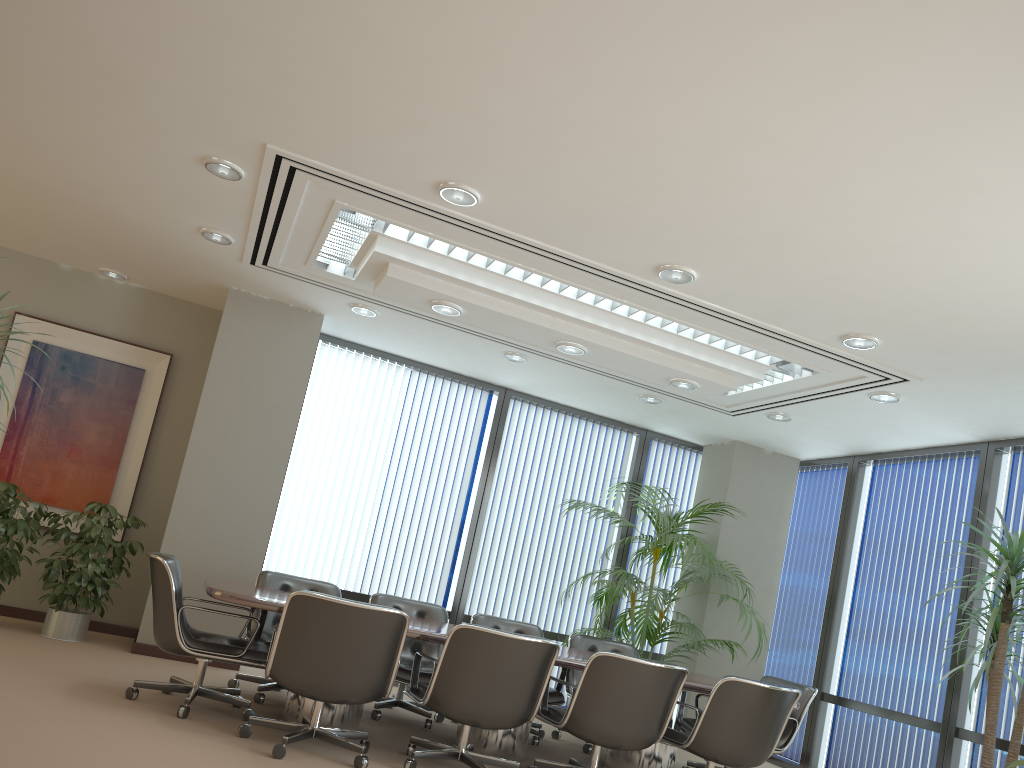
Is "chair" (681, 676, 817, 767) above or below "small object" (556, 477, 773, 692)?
below

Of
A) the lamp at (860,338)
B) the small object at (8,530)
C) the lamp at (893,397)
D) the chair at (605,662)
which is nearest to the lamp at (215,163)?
the small object at (8,530)

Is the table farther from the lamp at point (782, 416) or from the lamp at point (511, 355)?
the lamp at point (511, 355)

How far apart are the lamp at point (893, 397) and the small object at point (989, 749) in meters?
1.2

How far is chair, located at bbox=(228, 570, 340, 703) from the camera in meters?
5.9

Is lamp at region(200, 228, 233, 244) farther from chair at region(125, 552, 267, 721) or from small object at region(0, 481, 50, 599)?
small object at region(0, 481, 50, 599)

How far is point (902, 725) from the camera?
7.2m

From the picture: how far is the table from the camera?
4.8 meters

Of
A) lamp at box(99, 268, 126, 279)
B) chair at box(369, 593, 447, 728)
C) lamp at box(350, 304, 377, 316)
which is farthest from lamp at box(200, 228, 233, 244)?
chair at box(369, 593, 447, 728)

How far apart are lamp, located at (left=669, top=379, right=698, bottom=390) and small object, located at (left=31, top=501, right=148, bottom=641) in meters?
4.4 m
